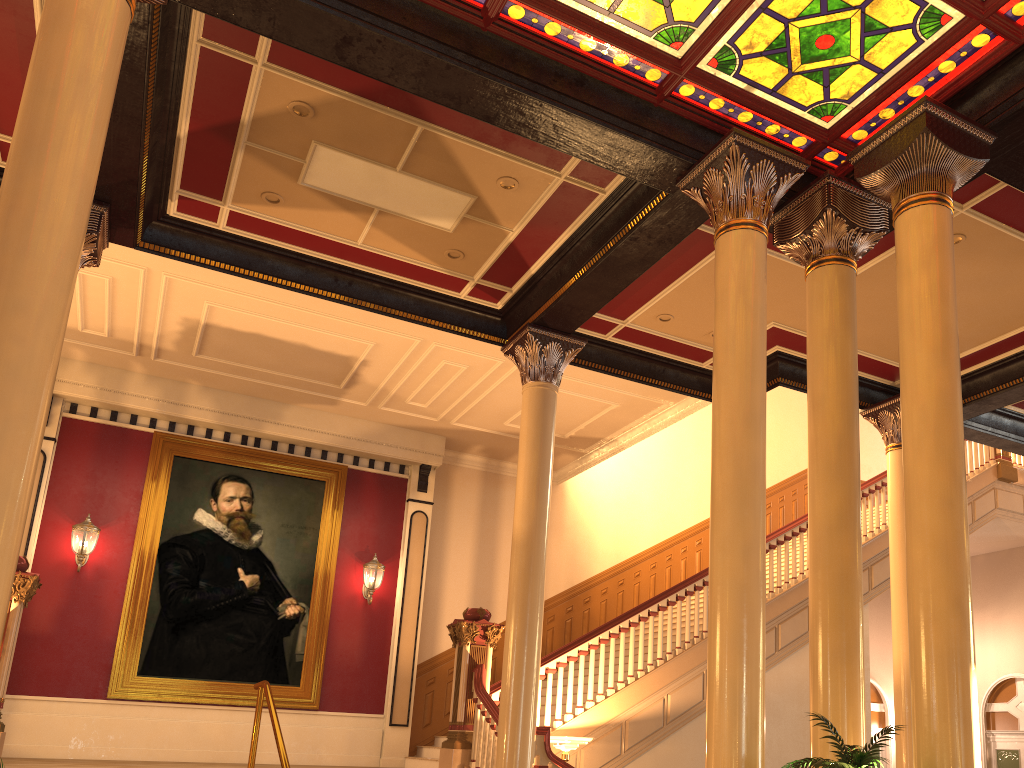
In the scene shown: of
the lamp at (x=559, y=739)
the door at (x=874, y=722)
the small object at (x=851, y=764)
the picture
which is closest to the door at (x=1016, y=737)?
the door at (x=874, y=722)

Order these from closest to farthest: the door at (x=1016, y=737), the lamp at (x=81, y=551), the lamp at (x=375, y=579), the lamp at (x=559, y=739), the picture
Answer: the lamp at (x=559, y=739)
the lamp at (x=81, y=551)
the picture
the lamp at (x=375, y=579)
the door at (x=1016, y=737)

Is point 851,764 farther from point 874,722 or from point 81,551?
point 874,722

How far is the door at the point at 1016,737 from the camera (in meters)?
14.25

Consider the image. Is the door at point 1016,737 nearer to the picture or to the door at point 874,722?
the door at point 874,722

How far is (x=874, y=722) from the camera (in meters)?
15.98

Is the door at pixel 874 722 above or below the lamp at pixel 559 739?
above

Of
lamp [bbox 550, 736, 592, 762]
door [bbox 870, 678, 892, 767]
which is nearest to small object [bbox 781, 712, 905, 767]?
lamp [bbox 550, 736, 592, 762]

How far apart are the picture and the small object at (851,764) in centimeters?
843cm

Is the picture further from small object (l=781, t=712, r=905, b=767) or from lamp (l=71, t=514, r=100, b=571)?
small object (l=781, t=712, r=905, b=767)
